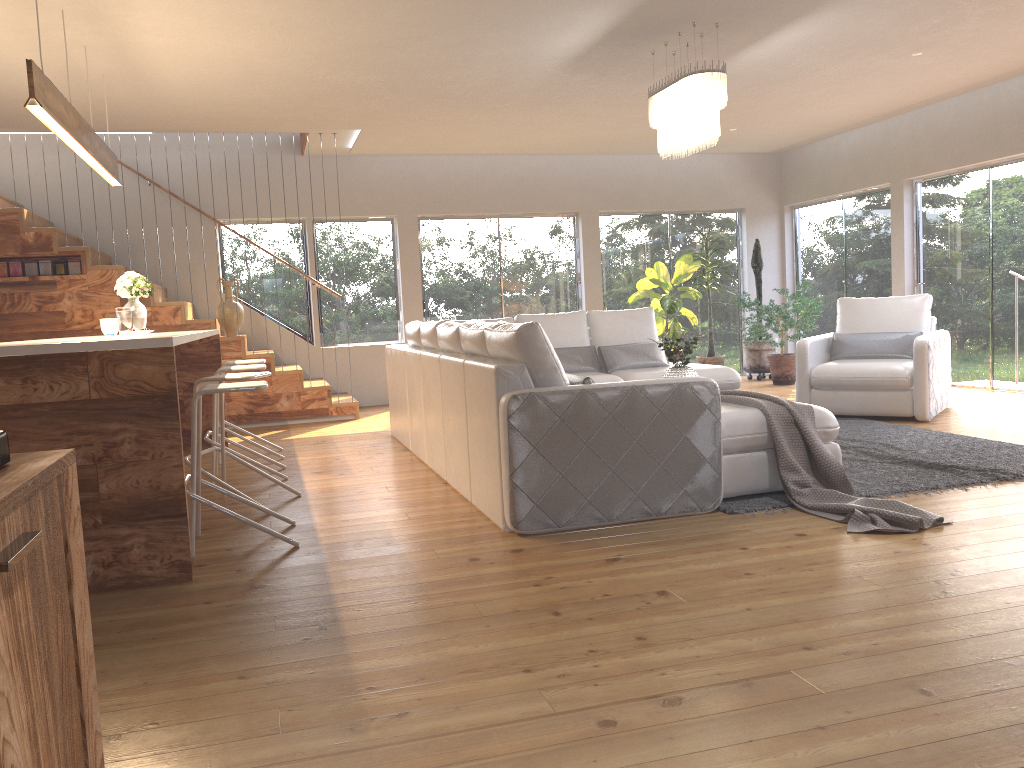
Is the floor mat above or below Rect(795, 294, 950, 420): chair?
below

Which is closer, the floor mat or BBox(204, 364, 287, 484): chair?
the floor mat

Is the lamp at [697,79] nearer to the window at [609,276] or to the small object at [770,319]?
the small object at [770,319]

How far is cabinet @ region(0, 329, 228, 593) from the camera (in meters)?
3.33

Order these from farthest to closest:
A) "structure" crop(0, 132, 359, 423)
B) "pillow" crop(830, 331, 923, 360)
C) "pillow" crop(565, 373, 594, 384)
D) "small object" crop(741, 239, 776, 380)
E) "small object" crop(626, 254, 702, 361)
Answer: "small object" crop(741, 239, 776, 380)
"small object" crop(626, 254, 702, 361)
"structure" crop(0, 132, 359, 423)
"pillow" crop(830, 331, 923, 360)
"pillow" crop(565, 373, 594, 384)

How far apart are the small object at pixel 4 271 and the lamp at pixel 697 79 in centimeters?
584cm

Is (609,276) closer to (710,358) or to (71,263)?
(710,358)

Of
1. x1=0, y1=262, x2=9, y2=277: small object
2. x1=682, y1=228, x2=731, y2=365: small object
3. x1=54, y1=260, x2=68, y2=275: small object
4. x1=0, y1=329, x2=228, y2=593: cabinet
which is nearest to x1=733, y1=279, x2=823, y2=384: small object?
x1=682, y1=228, x2=731, y2=365: small object

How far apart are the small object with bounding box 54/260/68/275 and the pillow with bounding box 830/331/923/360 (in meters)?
6.85

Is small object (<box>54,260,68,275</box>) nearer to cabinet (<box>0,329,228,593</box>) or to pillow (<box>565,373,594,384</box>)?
cabinet (<box>0,329,228,593</box>)
